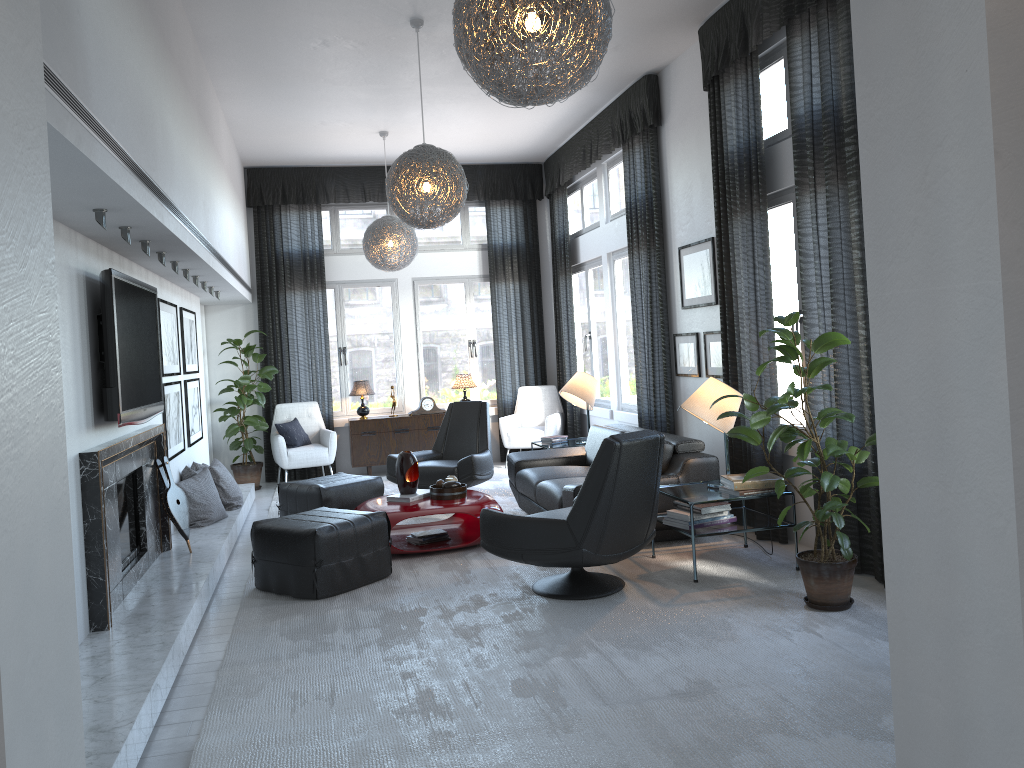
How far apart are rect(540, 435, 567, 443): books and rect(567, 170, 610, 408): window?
1.1 meters

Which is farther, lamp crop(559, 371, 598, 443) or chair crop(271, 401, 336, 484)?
chair crop(271, 401, 336, 484)

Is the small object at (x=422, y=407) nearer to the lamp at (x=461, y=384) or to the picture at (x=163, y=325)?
the lamp at (x=461, y=384)

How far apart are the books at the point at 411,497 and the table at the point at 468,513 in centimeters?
4cm

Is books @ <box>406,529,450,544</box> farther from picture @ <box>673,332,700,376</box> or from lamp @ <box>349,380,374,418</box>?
lamp @ <box>349,380,374,418</box>

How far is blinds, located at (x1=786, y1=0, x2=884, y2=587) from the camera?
4.3m

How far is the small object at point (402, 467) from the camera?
5.8 meters

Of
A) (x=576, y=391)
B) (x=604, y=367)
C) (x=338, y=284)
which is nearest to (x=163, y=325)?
(x=576, y=391)

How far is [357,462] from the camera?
9.11m

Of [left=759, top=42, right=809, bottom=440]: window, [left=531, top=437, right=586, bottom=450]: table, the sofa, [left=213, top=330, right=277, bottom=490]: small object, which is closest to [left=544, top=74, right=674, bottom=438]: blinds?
the sofa
